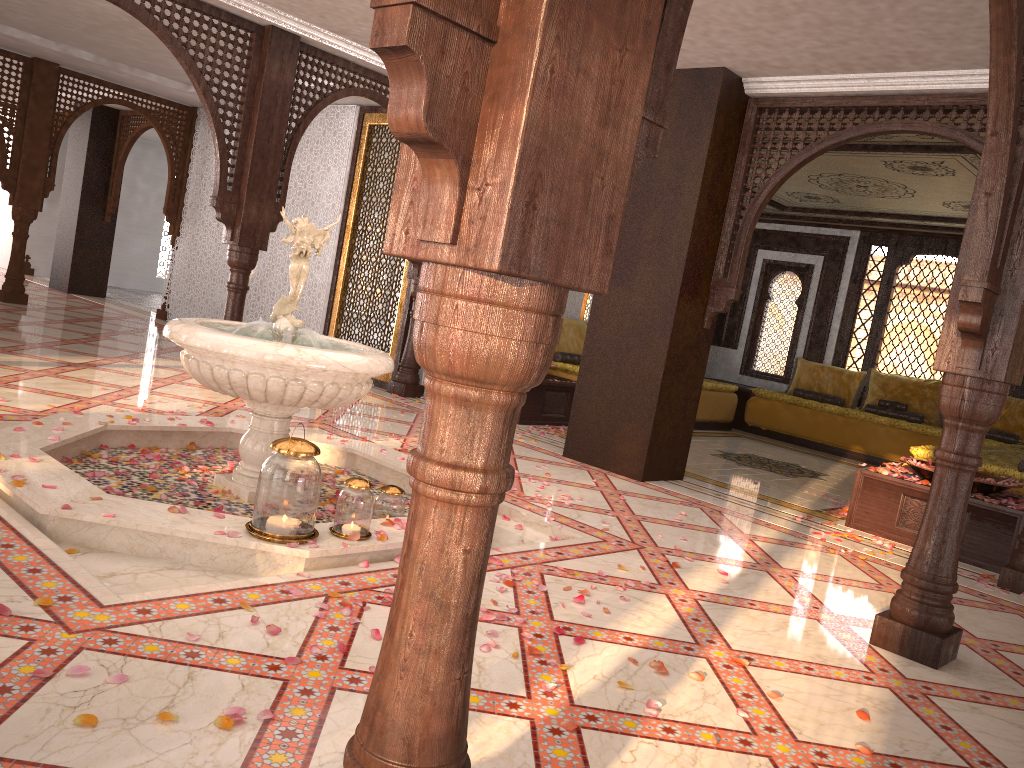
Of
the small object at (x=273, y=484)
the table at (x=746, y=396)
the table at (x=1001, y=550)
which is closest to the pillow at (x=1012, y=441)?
the table at (x=746, y=396)

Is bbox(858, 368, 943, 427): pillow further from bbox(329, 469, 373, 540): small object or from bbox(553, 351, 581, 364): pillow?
bbox(329, 469, 373, 540): small object

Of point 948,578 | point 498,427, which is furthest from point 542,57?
point 948,578

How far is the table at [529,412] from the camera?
8.1 meters

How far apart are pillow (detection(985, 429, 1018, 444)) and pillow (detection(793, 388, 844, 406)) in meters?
A: 1.7 m

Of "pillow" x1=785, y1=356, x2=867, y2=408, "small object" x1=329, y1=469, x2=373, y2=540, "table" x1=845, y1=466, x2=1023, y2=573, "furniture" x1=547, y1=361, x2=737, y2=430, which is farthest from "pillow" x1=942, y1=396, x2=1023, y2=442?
"small object" x1=329, y1=469, x2=373, y2=540

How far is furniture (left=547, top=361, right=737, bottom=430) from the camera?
9.01m

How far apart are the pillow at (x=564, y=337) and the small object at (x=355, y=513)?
6.1m

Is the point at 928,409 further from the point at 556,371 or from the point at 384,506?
the point at 384,506

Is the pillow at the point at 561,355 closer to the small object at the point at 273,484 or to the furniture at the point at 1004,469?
the furniture at the point at 1004,469
